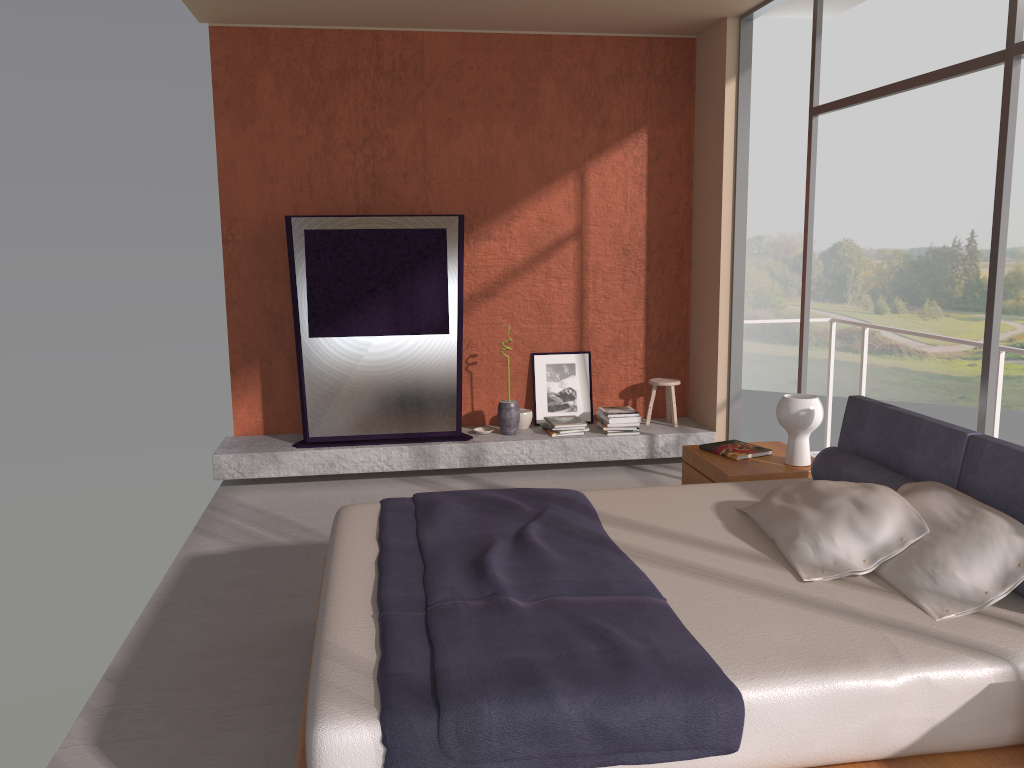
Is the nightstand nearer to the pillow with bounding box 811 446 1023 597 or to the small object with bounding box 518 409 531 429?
the pillow with bounding box 811 446 1023 597

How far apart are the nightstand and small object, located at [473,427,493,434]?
2.0m

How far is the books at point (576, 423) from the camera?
6.4 meters

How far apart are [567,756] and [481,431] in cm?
437

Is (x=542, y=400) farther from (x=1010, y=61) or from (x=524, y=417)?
(x=1010, y=61)

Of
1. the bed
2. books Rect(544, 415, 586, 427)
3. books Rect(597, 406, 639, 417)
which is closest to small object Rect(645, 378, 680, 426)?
books Rect(597, 406, 639, 417)

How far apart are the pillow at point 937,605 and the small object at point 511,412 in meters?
3.4 m

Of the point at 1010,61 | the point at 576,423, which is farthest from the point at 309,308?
the point at 1010,61

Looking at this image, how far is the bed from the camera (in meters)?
2.13

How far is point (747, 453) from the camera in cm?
451
